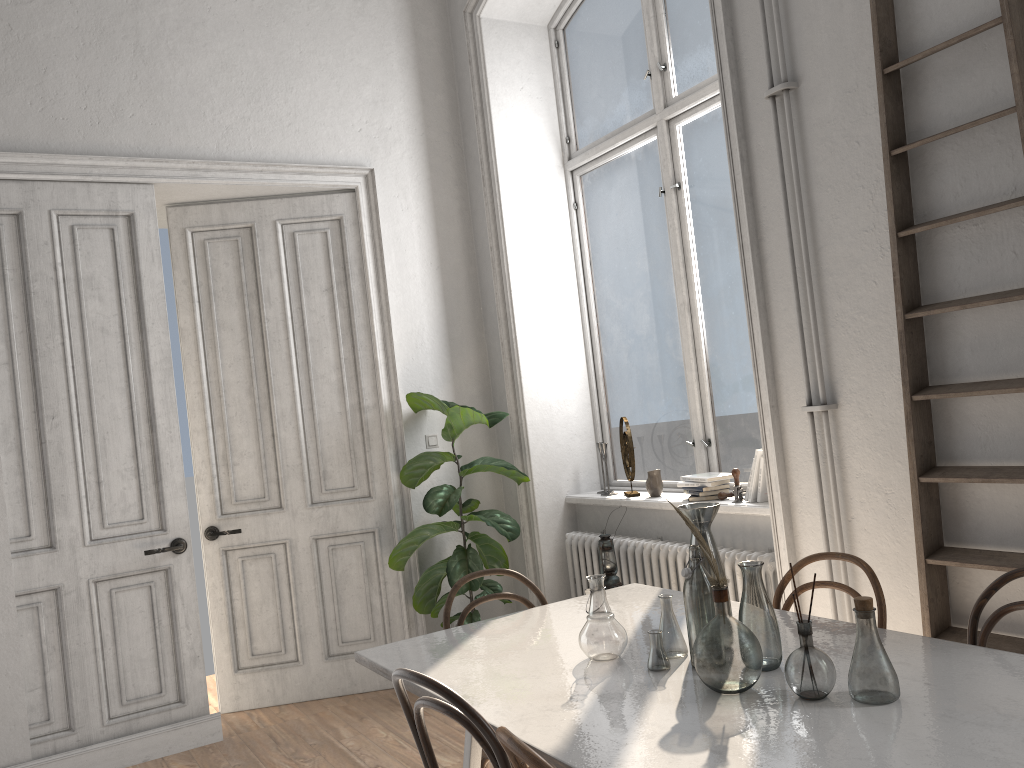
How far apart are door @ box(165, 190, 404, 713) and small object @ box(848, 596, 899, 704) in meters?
3.4

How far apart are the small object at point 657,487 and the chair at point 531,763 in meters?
2.9 m

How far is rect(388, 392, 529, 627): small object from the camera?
4.6 meters

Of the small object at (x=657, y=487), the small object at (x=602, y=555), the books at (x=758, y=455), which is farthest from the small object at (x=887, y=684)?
the small object at (x=657, y=487)

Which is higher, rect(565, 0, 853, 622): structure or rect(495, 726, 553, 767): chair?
rect(495, 726, 553, 767): chair

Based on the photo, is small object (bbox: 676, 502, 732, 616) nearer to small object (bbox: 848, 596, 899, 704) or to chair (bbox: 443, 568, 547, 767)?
small object (bbox: 848, 596, 899, 704)

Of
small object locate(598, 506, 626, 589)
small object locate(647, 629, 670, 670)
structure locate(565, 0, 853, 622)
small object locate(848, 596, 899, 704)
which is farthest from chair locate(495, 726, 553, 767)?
small object locate(598, 506, 626, 589)

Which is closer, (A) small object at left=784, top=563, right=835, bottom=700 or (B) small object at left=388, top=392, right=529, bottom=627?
(A) small object at left=784, top=563, right=835, bottom=700

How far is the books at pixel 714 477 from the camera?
4.13m

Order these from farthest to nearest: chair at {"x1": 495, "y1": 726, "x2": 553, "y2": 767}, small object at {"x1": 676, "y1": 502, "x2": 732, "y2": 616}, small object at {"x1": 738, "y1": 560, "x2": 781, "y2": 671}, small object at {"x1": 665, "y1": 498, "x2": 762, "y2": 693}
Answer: small object at {"x1": 676, "y1": 502, "x2": 732, "y2": 616} → small object at {"x1": 738, "y1": 560, "x2": 781, "y2": 671} → small object at {"x1": 665, "y1": 498, "x2": 762, "y2": 693} → chair at {"x1": 495, "y1": 726, "x2": 553, "y2": 767}
